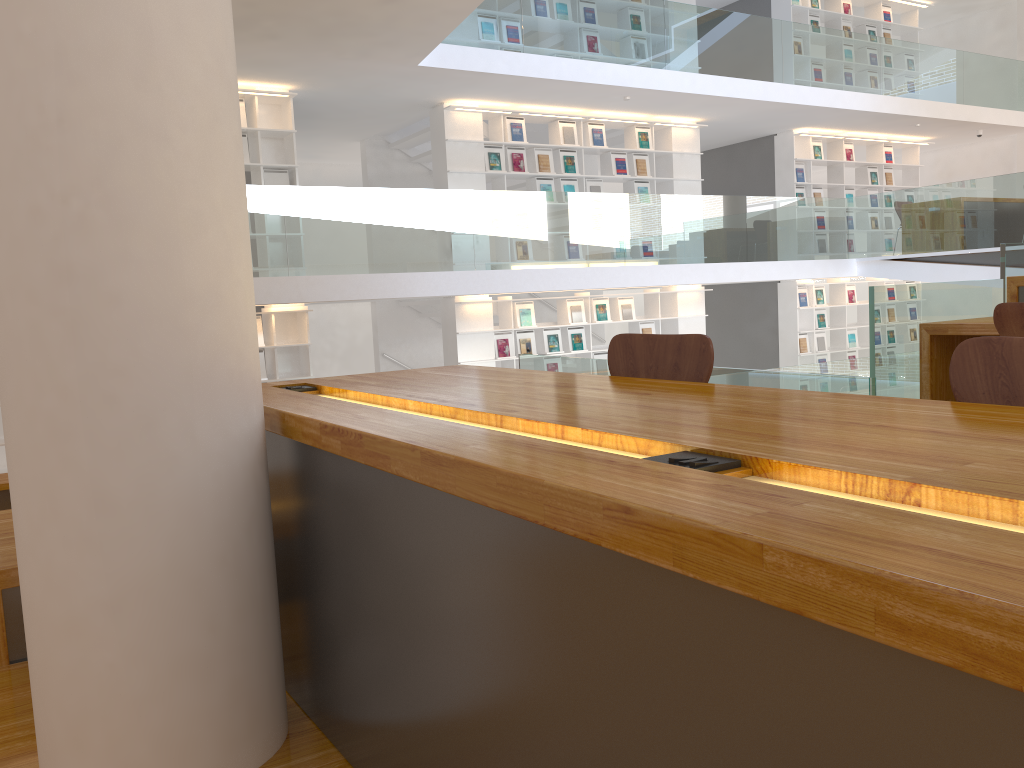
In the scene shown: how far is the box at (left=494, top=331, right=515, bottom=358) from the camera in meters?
10.0

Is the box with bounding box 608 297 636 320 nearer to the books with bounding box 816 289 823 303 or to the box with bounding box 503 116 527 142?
the box with bounding box 503 116 527 142

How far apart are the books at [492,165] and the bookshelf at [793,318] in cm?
500

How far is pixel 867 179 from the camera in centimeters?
1321cm

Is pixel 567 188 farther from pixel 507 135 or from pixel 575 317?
pixel 575 317

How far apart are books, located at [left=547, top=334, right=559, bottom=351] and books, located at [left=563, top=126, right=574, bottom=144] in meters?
2.3 m

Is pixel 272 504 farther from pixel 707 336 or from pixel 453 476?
pixel 707 336

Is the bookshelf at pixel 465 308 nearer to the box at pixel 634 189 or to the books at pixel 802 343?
the box at pixel 634 189

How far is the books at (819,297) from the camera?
12.8m

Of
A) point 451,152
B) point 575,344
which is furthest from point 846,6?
point 451,152
